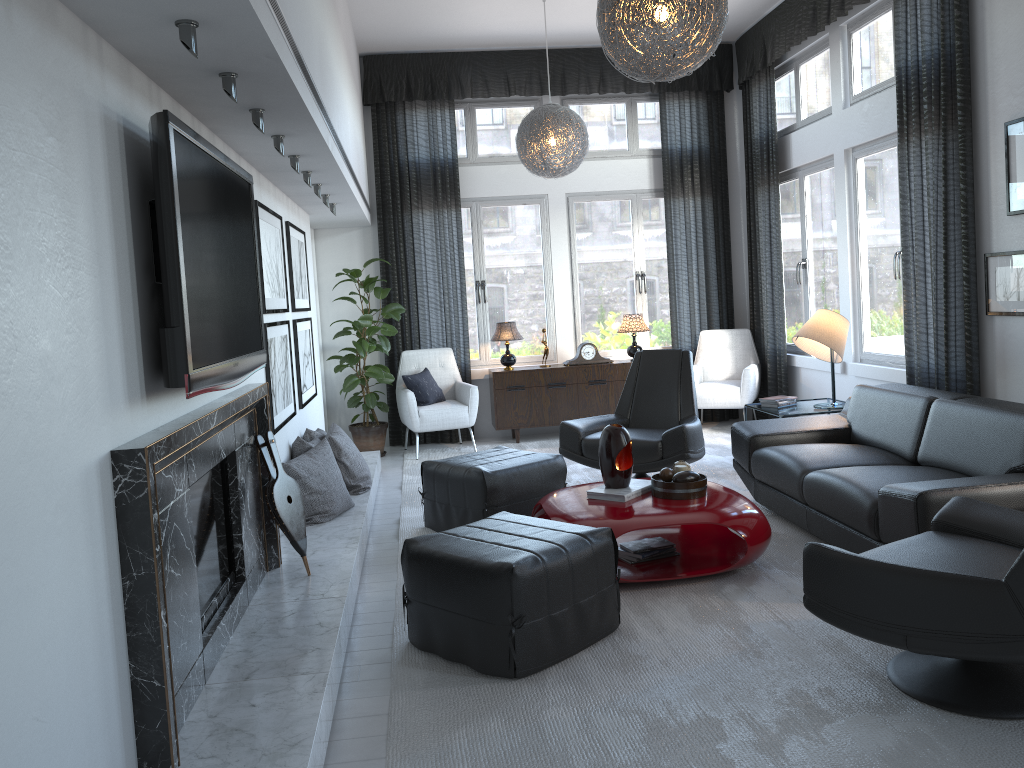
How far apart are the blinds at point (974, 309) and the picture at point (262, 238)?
3.6 meters

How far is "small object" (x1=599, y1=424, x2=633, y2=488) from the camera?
3.89m

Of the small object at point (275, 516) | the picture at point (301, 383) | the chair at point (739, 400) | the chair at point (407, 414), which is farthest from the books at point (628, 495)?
the chair at point (739, 400)

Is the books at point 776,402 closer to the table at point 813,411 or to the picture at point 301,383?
the table at point 813,411

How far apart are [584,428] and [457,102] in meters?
3.6 m

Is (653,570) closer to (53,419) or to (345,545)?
(345,545)

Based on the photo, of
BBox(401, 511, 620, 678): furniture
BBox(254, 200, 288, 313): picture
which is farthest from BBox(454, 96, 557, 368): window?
BBox(401, 511, 620, 678): furniture

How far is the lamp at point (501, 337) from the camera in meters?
7.3

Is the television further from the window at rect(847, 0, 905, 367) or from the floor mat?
the window at rect(847, 0, 905, 367)

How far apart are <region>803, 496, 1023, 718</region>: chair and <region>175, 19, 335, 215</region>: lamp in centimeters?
208cm
